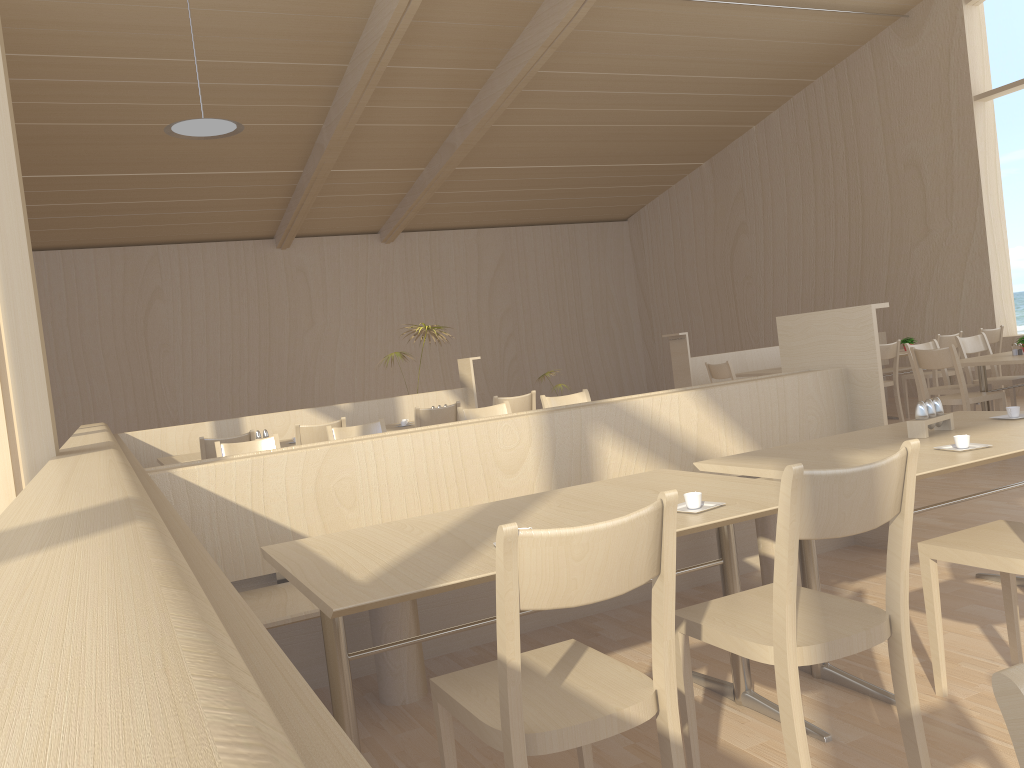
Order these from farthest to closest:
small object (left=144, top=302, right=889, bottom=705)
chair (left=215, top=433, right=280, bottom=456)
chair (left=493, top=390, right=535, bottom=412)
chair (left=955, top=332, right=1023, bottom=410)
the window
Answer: the window < chair (left=955, top=332, right=1023, bottom=410) < chair (left=493, top=390, right=535, bottom=412) < chair (left=215, top=433, right=280, bottom=456) < small object (left=144, top=302, right=889, bottom=705)

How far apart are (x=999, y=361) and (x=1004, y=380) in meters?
1.0 m

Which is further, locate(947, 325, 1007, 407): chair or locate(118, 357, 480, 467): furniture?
locate(947, 325, 1007, 407): chair

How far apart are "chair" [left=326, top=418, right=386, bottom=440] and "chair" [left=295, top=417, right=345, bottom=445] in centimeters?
78cm

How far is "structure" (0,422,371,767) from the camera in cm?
33

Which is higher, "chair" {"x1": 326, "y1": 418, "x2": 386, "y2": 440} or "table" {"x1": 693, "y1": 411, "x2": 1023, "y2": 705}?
"chair" {"x1": 326, "y1": 418, "x2": 386, "y2": 440}

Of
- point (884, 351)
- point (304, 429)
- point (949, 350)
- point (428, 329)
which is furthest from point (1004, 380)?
point (304, 429)

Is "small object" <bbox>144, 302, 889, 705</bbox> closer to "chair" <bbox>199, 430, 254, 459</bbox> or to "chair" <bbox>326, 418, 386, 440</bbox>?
"chair" <bbox>326, 418, 386, 440</bbox>

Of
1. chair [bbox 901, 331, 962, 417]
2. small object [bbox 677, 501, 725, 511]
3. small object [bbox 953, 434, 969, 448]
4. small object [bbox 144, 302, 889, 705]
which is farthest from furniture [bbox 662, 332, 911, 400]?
small object [bbox 677, 501, 725, 511]

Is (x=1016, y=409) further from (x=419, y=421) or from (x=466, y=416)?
(x=419, y=421)
